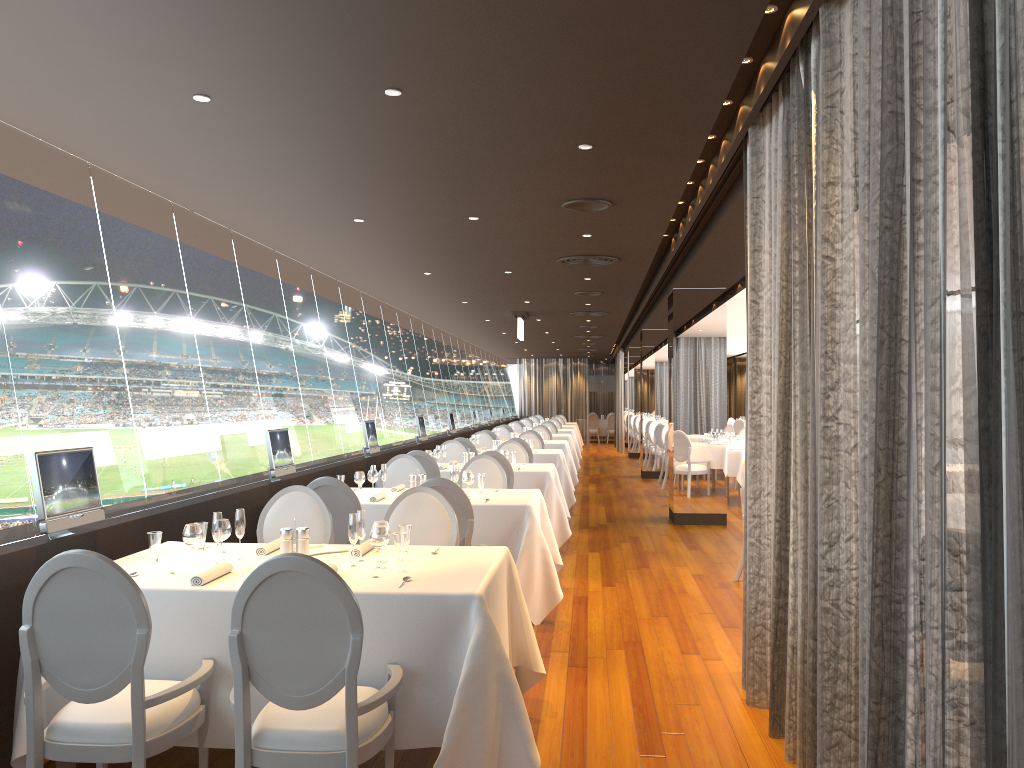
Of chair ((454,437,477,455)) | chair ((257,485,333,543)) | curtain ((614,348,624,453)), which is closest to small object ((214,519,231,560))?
chair ((257,485,333,543))

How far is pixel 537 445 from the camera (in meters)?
13.86

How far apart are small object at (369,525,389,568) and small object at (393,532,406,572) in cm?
9

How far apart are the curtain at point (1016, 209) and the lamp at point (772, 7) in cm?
17

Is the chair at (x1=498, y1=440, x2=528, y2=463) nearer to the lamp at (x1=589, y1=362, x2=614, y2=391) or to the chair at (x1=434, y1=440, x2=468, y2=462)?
the chair at (x1=434, y1=440, x2=468, y2=462)

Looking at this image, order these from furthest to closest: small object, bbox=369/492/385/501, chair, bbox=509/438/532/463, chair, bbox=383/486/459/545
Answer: chair, bbox=509/438/532/463, small object, bbox=369/492/385/501, chair, bbox=383/486/459/545

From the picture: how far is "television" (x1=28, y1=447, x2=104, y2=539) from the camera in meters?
4.0 m

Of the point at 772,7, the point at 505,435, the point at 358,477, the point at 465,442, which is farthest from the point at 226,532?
the point at 505,435

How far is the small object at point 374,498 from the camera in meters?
6.5

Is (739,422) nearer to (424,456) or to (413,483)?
(424,456)
